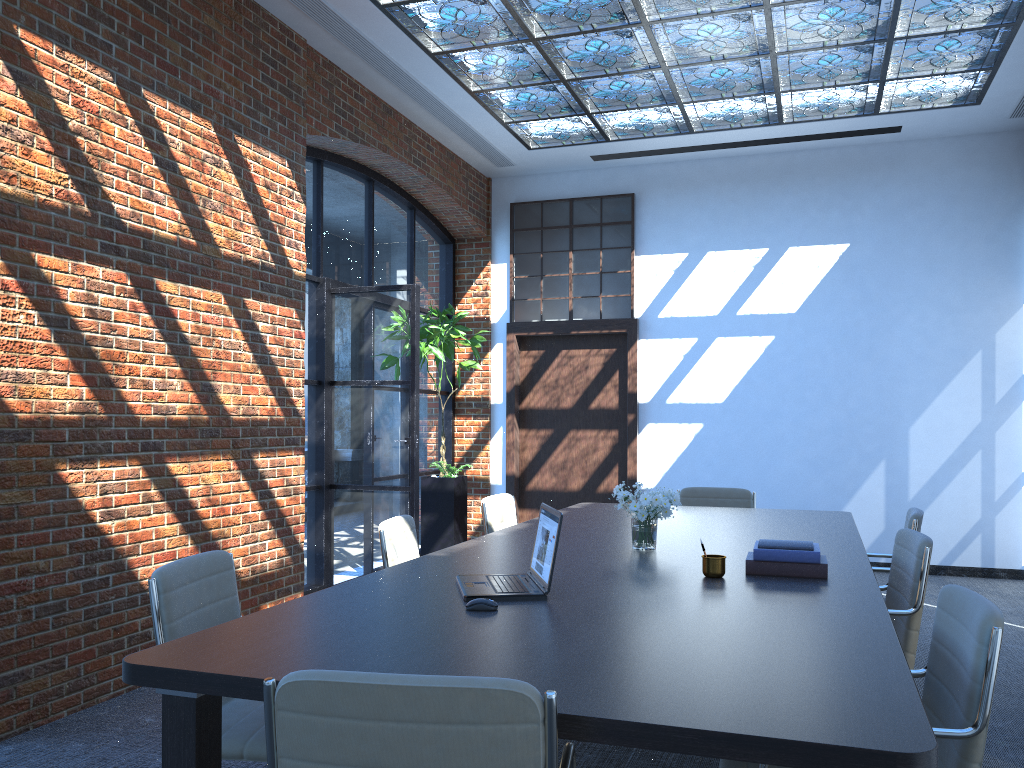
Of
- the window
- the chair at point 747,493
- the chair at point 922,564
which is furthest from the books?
the window

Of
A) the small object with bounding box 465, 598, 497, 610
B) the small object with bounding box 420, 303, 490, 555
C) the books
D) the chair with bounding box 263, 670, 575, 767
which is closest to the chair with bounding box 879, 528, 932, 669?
the books

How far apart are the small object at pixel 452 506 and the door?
0.76m

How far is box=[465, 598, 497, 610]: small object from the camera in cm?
267

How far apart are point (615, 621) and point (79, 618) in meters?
2.9

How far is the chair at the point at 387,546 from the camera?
3.97m

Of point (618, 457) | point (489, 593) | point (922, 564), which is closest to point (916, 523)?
point (922, 564)

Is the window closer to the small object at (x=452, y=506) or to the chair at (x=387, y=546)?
the small object at (x=452, y=506)

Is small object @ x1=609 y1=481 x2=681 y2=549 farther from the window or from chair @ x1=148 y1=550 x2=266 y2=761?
the window

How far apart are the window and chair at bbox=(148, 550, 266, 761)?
6.3m
